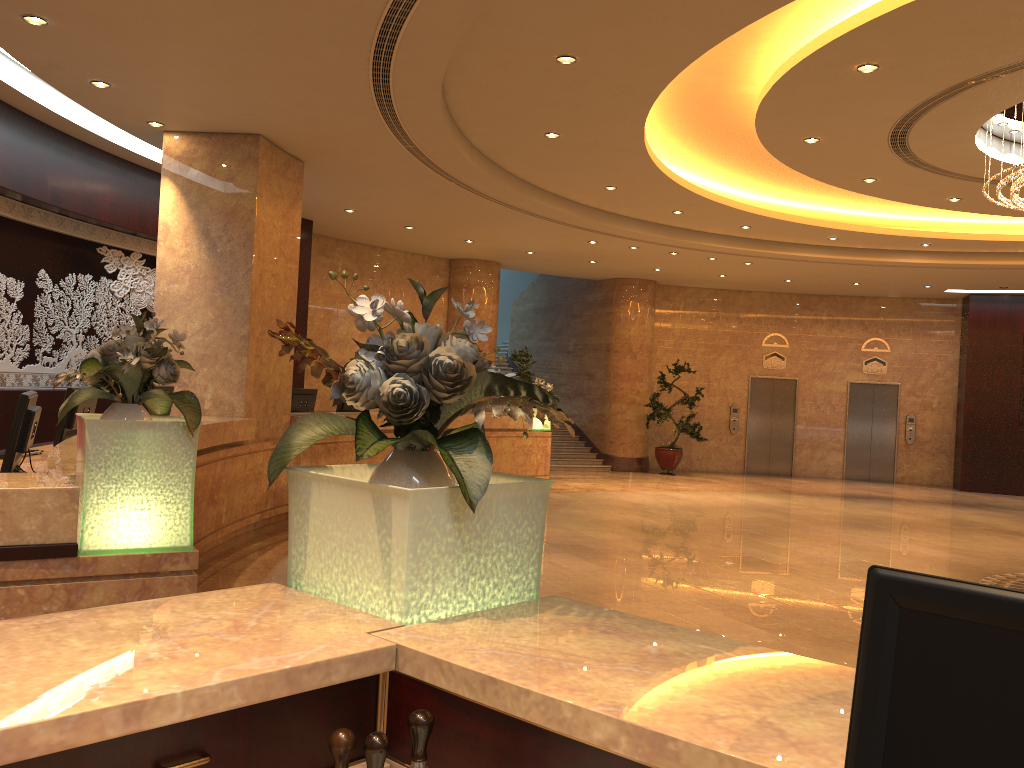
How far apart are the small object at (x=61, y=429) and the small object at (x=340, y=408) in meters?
5.7 m

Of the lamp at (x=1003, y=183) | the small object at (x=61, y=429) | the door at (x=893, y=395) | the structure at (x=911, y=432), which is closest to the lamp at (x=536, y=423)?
the lamp at (x=1003, y=183)

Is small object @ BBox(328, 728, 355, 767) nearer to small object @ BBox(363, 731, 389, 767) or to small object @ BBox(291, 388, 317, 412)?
small object @ BBox(363, 731, 389, 767)

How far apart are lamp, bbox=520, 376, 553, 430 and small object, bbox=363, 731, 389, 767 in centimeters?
1318cm

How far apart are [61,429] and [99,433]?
2.95m

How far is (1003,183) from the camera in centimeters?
793cm

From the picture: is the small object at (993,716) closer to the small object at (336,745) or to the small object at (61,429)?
the small object at (336,745)

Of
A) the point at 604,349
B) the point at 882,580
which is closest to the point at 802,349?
the point at 604,349

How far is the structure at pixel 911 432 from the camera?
18.88m

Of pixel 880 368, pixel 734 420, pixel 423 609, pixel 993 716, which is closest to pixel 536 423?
pixel 734 420
